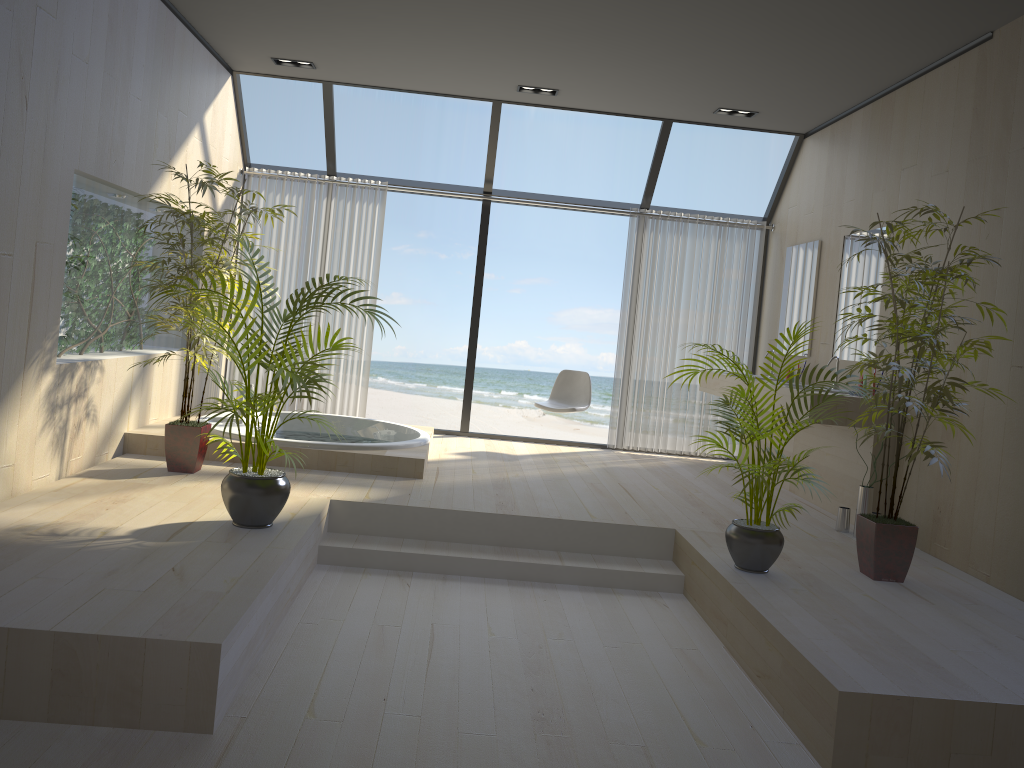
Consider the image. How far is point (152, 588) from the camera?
3.0m

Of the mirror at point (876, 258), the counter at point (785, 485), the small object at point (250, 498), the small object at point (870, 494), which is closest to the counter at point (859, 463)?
the counter at point (785, 485)

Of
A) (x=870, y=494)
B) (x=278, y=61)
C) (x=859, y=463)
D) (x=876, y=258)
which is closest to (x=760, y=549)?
(x=870, y=494)

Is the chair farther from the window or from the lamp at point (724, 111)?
the lamp at point (724, 111)

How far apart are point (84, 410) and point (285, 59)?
2.96m

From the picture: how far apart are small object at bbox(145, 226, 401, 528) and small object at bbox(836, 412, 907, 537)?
3.1m

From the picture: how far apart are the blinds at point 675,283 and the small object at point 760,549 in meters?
3.3 m

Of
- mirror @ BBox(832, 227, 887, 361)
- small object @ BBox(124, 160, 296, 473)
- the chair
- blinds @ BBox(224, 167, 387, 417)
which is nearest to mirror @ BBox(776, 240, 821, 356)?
mirror @ BBox(832, 227, 887, 361)

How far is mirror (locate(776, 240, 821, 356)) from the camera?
6.6 meters

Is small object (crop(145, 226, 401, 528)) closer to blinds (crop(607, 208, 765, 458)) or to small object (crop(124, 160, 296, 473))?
small object (crop(124, 160, 296, 473))
